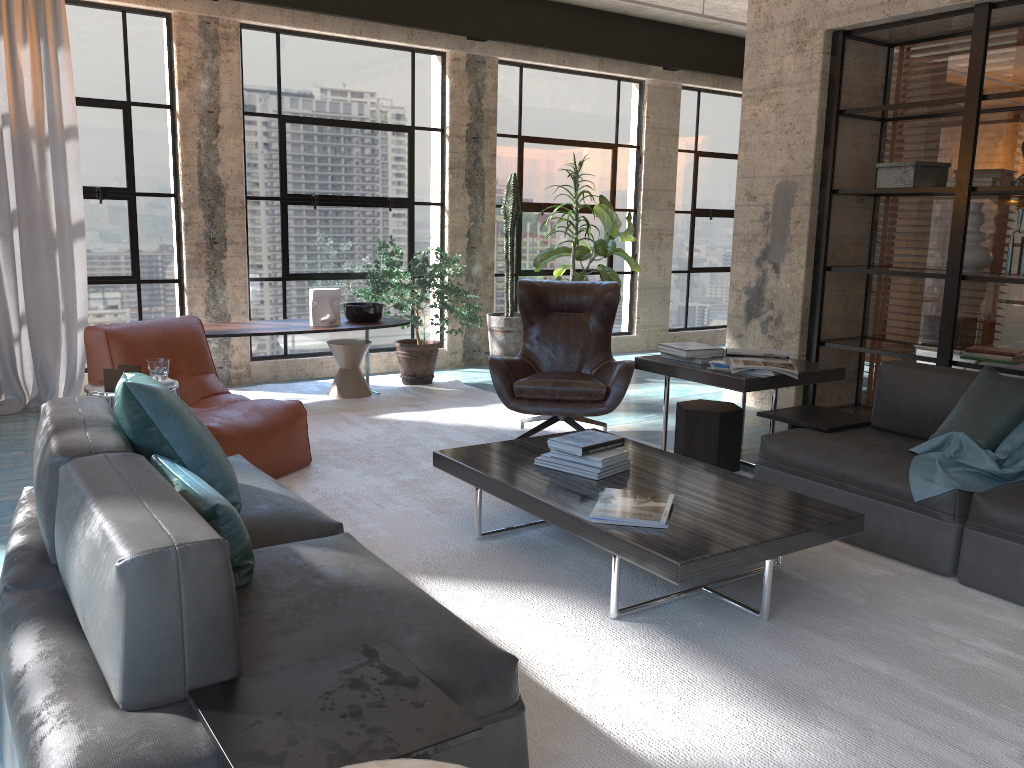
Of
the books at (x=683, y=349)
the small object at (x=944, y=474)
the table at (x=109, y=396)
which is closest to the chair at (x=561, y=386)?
the books at (x=683, y=349)

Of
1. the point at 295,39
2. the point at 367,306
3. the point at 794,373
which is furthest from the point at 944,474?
the point at 295,39

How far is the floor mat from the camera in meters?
2.3

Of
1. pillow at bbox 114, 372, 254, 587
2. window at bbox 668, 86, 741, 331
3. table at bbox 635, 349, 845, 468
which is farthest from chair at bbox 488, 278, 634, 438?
window at bbox 668, 86, 741, 331

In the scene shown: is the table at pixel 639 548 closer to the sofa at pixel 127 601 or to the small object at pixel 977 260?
the sofa at pixel 127 601

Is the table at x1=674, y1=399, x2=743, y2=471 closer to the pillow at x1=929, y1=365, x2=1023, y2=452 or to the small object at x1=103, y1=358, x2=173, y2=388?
the pillow at x1=929, y1=365, x2=1023, y2=452

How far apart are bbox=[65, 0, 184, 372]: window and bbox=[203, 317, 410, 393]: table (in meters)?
0.61

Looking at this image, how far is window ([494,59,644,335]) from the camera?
8.0 meters

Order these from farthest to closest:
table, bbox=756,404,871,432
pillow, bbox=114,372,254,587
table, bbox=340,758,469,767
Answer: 1. table, bbox=756,404,871,432
2. pillow, bbox=114,372,254,587
3. table, bbox=340,758,469,767

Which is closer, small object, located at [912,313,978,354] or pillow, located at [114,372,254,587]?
pillow, located at [114,372,254,587]
